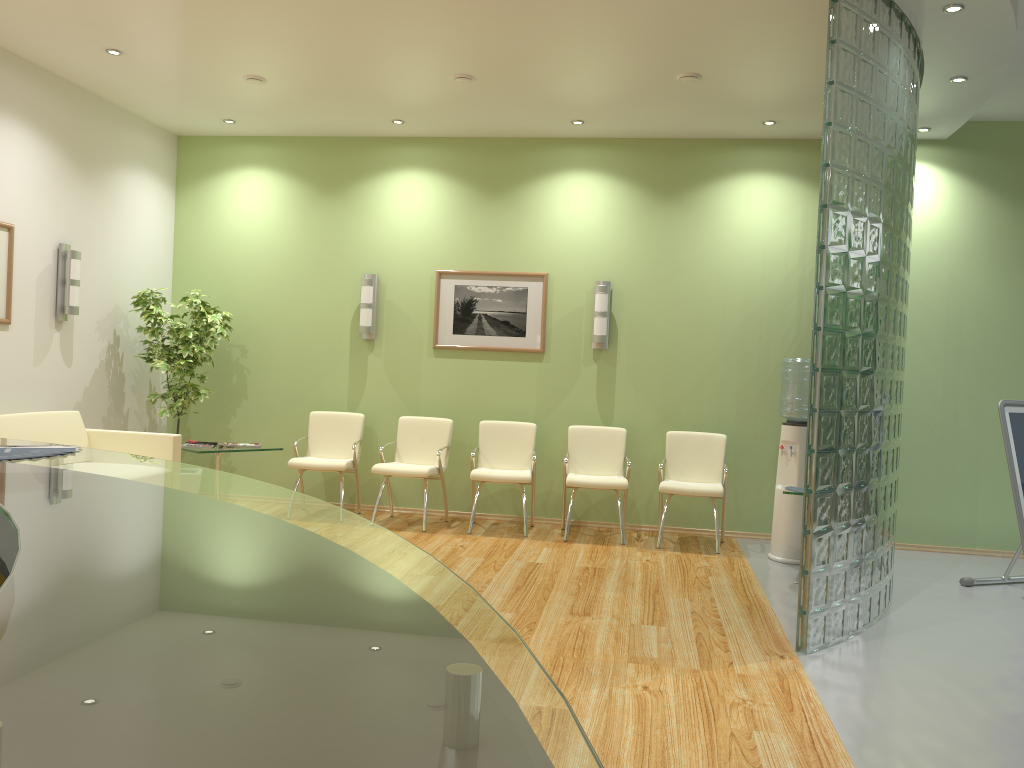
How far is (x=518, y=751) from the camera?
0.47m

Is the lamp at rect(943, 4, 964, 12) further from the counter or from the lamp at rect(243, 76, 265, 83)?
the counter

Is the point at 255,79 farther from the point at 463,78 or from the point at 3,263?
the point at 3,263

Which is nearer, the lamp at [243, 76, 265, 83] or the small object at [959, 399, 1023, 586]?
the small object at [959, 399, 1023, 586]

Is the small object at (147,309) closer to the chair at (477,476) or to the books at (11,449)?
the chair at (477,476)

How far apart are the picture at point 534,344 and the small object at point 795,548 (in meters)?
2.10

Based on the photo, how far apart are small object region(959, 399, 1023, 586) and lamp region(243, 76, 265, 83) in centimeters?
556cm

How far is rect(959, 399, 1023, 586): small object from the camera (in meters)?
5.66

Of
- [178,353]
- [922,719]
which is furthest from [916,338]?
[178,353]

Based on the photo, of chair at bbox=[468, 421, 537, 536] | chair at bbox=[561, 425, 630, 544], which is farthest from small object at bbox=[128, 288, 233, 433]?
chair at bbox=[561, 425, 630, 544]
